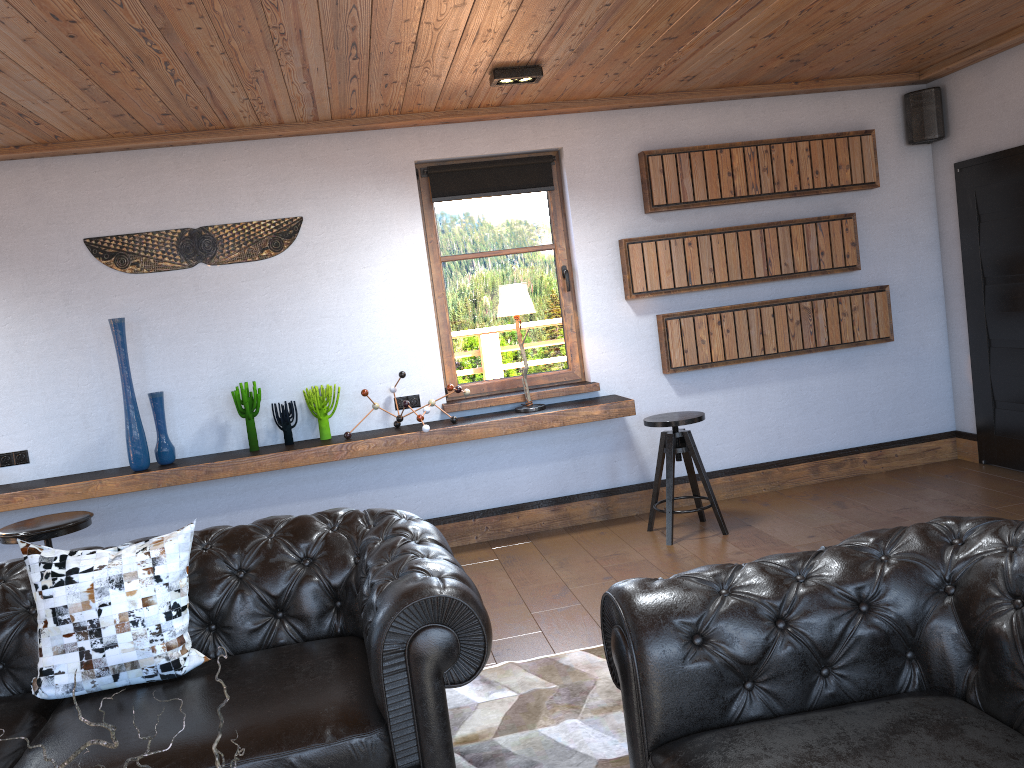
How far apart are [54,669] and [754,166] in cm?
485

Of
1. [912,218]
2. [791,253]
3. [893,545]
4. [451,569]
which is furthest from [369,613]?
[912,218]

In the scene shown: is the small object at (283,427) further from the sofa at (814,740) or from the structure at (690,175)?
the sofa at (814,740)

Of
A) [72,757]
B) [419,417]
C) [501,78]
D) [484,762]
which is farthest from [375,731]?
[501,78]

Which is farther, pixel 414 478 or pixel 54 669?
pixel 414 478

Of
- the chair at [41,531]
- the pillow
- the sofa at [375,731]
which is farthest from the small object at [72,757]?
the chair at [41,531]

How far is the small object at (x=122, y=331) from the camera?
5.0m

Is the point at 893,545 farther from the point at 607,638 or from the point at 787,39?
the point at 787,39

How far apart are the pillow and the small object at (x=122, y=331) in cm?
232

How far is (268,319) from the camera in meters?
5.4 m
